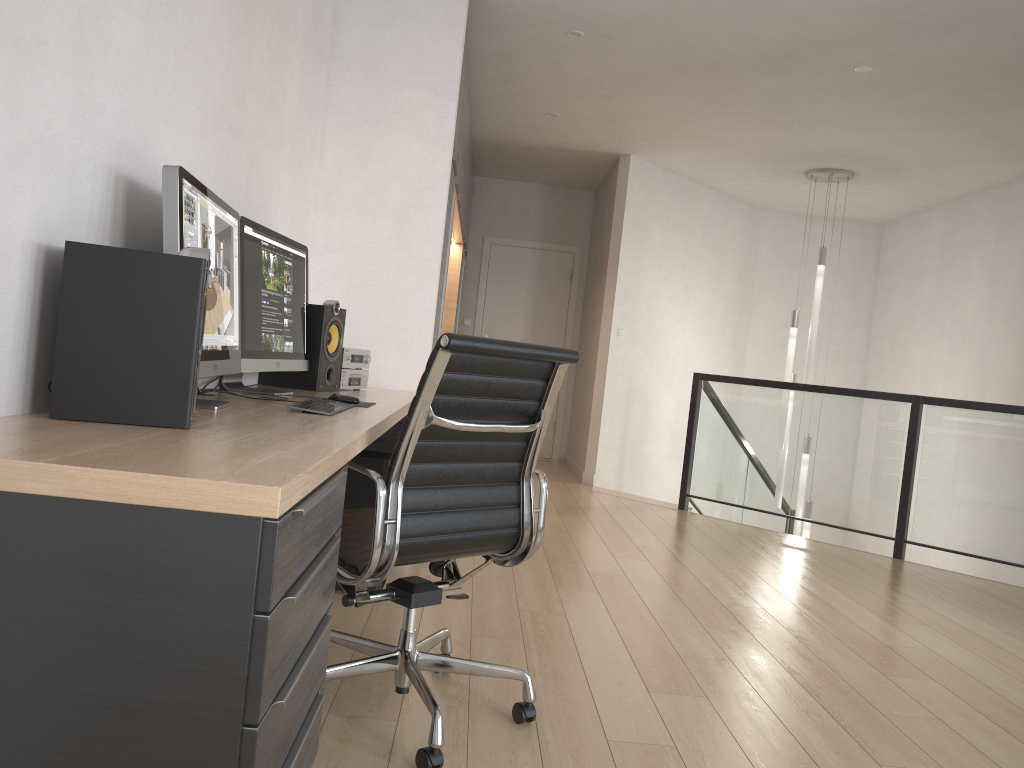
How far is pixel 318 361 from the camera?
3.3 meters

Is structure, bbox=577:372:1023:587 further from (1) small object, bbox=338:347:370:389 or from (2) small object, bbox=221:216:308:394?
(2) small object, bbox=221:216:308:394

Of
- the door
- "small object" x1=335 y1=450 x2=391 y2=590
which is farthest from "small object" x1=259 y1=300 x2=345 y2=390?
the door

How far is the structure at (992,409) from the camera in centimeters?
508cm

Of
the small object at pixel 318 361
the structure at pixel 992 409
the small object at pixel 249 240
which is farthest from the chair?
the structure at pixel 992 409

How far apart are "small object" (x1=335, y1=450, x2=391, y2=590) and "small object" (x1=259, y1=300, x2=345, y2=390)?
0.3m

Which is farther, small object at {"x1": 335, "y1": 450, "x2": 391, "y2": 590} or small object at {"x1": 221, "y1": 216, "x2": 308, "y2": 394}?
small object at {"x1": 335, "y1": 450, "x2": 391, "y2": 590}

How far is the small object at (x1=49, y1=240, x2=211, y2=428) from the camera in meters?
1.6 m

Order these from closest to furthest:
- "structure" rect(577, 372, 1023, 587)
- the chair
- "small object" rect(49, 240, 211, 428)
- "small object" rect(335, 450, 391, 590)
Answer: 1. "small object" rect(49, 240, 211, 428)
2. the chair
3. "small object" rect(335, 450, 391, 590)
4. "structure" rect(577, 372, 1023, 587)

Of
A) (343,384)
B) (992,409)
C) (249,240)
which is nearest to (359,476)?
(343,384)
